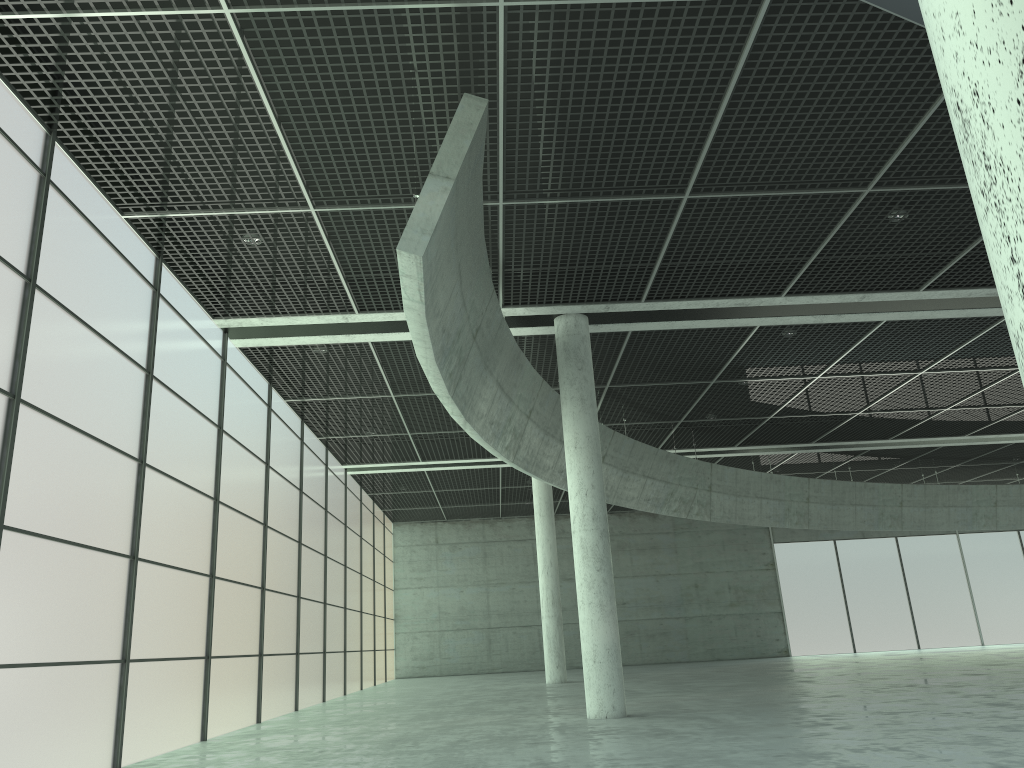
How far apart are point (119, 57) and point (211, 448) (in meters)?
13.20

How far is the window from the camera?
17.1 meters

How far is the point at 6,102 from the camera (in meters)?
17.12

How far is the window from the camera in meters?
17.1
